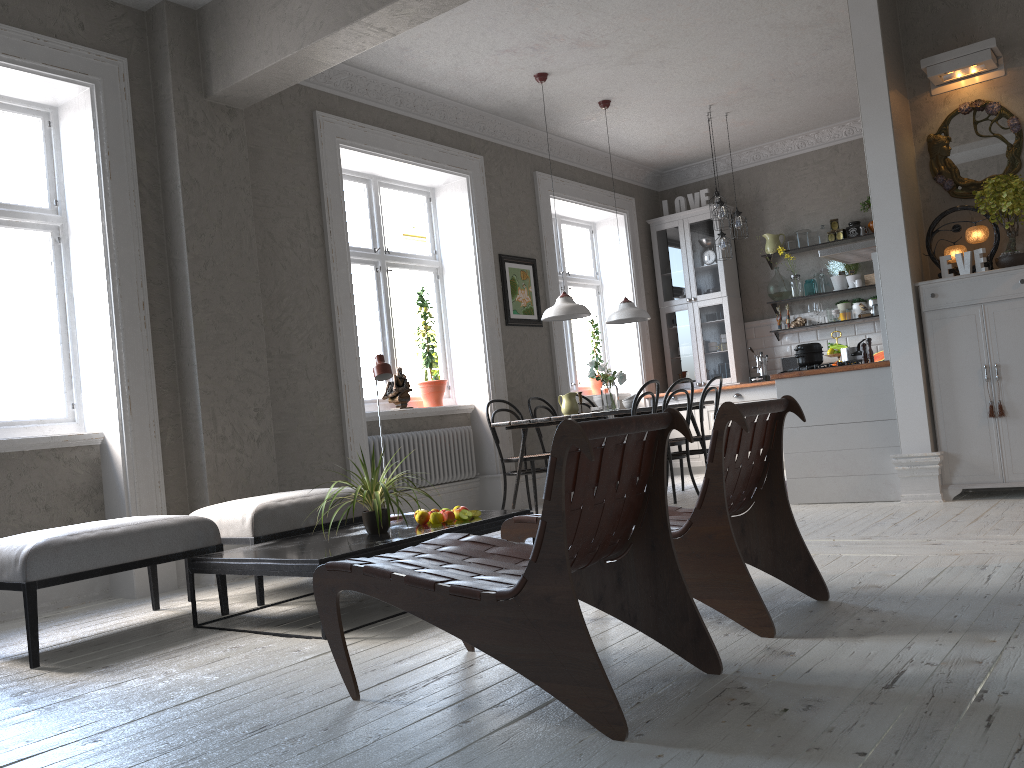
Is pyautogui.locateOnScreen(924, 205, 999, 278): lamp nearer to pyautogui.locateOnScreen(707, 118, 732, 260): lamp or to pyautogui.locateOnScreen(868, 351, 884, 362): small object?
pyautogui.locateOnScreen(707, 118, 732, 260): lamp

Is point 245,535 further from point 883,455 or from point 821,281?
point 821,281

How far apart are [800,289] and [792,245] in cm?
46

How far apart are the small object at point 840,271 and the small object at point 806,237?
0.3 meters

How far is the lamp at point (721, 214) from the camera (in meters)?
7.62

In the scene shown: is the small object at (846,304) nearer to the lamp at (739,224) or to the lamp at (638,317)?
the lamp at (739,224)

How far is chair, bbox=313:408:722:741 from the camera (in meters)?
2.02

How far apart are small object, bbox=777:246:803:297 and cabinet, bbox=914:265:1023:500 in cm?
361

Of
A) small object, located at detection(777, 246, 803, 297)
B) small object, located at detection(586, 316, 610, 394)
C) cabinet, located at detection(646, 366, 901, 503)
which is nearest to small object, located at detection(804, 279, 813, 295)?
small object, located at detection(777, 246, 803, 297)

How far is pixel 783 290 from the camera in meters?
8.9 m
